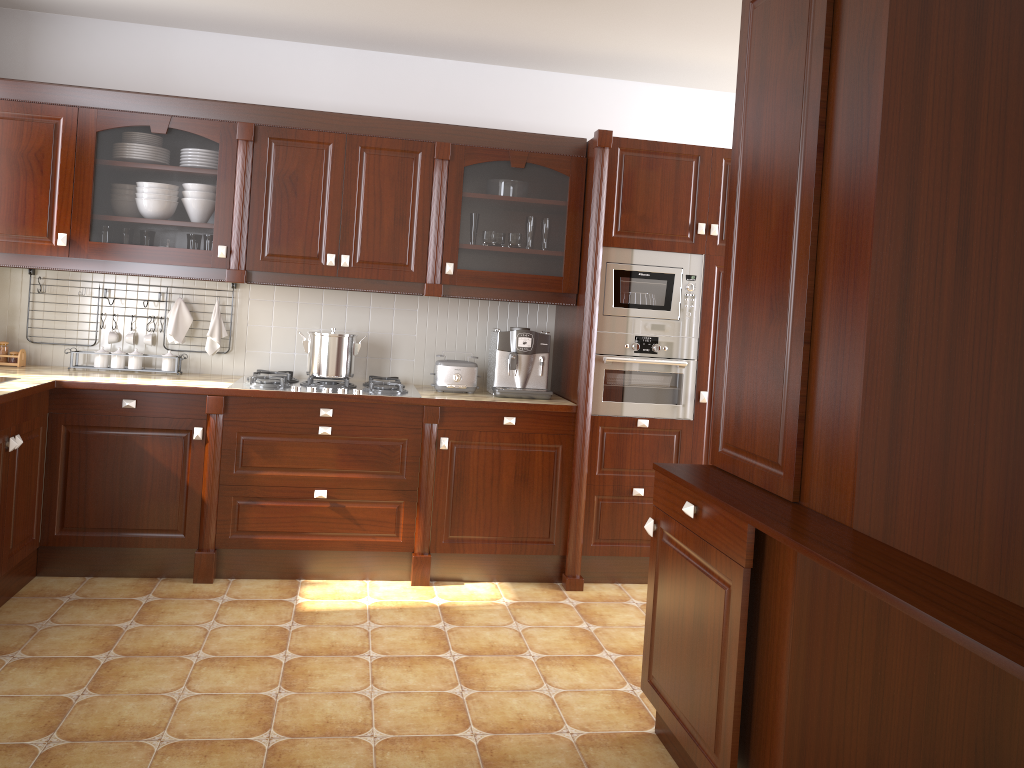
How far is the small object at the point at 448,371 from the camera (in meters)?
4.10

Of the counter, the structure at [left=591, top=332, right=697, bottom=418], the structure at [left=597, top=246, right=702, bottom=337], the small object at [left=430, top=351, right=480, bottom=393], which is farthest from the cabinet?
the counter

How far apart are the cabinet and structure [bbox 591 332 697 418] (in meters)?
0.25

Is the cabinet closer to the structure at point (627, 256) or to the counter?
the structure at point (627, 256)

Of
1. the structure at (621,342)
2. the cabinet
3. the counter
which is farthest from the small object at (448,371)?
the structure at (621,342)

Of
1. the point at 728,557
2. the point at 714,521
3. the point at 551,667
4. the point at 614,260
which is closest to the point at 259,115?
the point at 614,260

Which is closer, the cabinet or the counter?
the counter

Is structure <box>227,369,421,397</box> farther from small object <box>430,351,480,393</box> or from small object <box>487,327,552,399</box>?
small object <box>487,327,552,399</box>

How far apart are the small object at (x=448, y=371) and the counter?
0.0m

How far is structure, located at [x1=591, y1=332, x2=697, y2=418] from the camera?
4.0 meters
